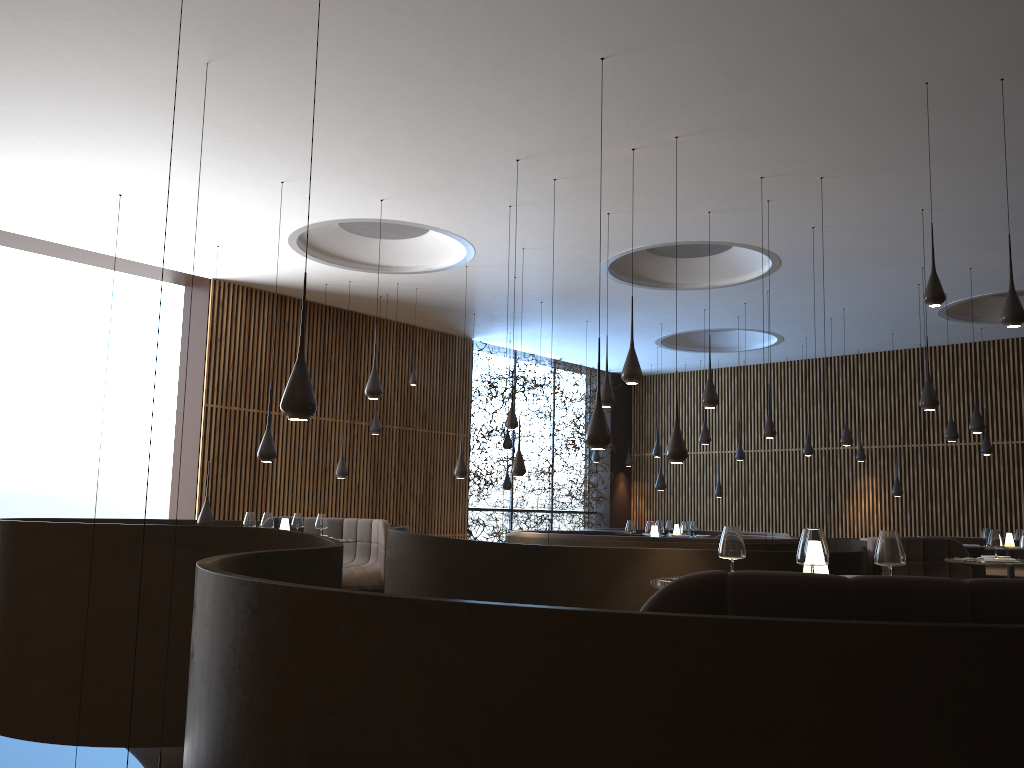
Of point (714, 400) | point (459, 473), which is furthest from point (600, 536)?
point (459, 473)

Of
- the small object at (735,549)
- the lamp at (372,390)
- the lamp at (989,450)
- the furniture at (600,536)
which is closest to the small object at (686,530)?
the furniture at (600,536)

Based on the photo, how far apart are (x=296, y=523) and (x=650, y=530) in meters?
4.5

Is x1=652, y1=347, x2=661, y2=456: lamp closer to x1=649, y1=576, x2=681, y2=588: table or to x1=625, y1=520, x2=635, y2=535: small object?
x1=625, y1=520, x2=635, y2=535: small object

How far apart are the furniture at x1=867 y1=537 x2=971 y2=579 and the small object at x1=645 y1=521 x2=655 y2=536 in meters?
2.9 m

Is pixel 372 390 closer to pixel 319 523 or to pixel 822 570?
pixel 319 523

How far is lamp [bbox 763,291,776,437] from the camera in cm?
1300

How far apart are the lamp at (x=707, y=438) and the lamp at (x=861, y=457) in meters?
4.9 m

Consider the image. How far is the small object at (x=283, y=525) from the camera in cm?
1003

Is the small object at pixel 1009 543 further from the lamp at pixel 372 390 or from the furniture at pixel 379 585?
the lamp at pixel 372 390
